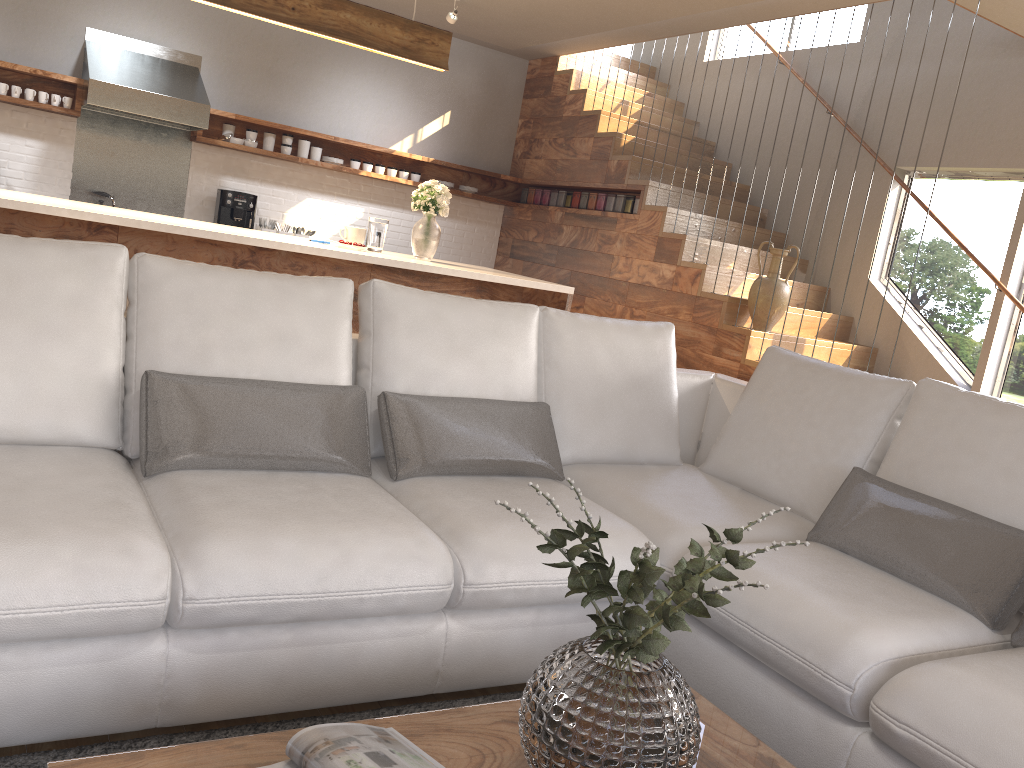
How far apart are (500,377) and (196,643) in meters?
1.3

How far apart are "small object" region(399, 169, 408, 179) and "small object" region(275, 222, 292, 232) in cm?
105

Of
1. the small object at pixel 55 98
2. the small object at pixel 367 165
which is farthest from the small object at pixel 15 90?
the small object at pixel 367 165

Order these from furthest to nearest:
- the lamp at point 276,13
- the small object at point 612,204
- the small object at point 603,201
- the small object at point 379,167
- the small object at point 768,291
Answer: the small object at point 379,167
the small object at point 603,201
the small object at point 612,204
the small object at point 768,291
the lamp at point 276,13

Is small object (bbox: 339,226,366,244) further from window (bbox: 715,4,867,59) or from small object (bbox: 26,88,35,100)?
window (bbox: 715,4,867,59)

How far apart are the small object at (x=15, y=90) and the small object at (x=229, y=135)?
1.4 meters

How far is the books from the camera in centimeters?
130cm

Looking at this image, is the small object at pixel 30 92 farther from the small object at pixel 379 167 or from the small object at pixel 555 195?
the small object at pixel 555 195

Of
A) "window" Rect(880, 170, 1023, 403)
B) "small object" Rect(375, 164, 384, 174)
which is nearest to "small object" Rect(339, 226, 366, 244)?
"small object" Rect(375, 164, 384, 174)

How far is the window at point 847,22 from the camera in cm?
674
